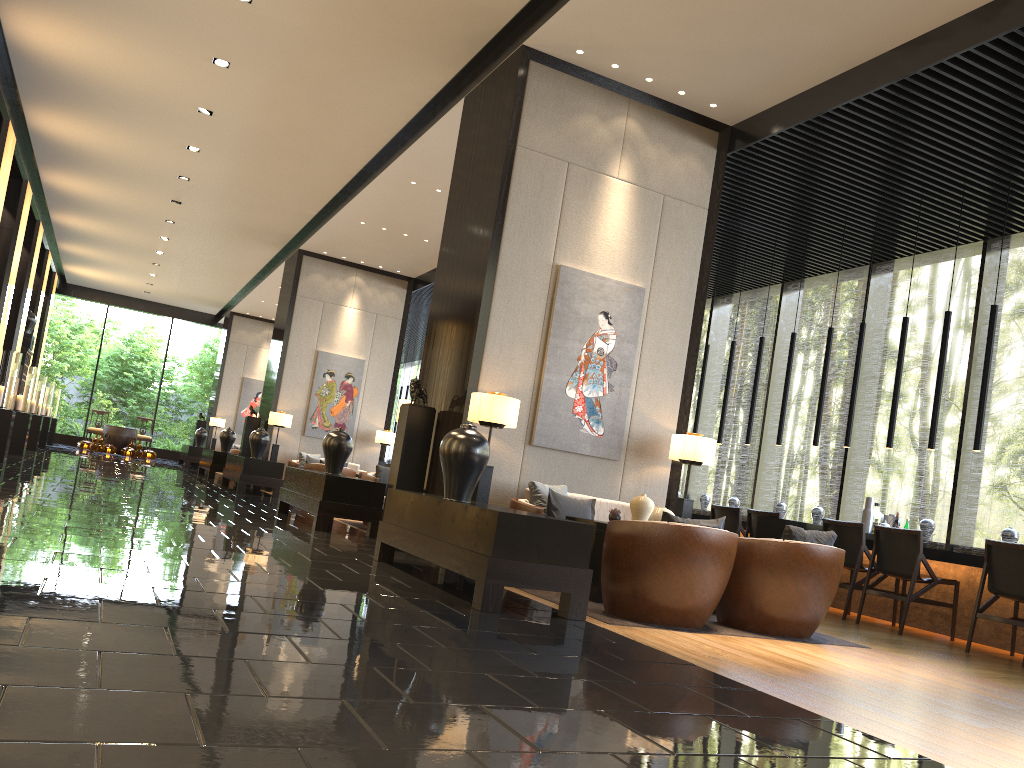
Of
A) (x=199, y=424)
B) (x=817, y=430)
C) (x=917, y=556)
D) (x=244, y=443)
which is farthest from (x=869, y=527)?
(x=199, y=424)

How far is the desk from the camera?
6.94m

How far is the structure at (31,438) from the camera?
16.3m

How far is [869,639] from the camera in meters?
6.1 m

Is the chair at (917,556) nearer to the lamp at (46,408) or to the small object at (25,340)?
the small object at (25,340)

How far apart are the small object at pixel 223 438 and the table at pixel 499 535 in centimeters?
1176cm

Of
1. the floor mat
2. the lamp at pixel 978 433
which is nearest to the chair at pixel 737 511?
the lamp at pixel 978 433

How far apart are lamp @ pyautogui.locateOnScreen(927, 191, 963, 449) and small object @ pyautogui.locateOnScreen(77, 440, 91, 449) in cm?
2086

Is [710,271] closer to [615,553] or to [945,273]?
[945,273]

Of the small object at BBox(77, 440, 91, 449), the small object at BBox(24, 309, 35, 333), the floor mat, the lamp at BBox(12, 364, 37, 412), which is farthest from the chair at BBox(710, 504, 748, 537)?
the small object at BBox(77, 440, 91, 449)
